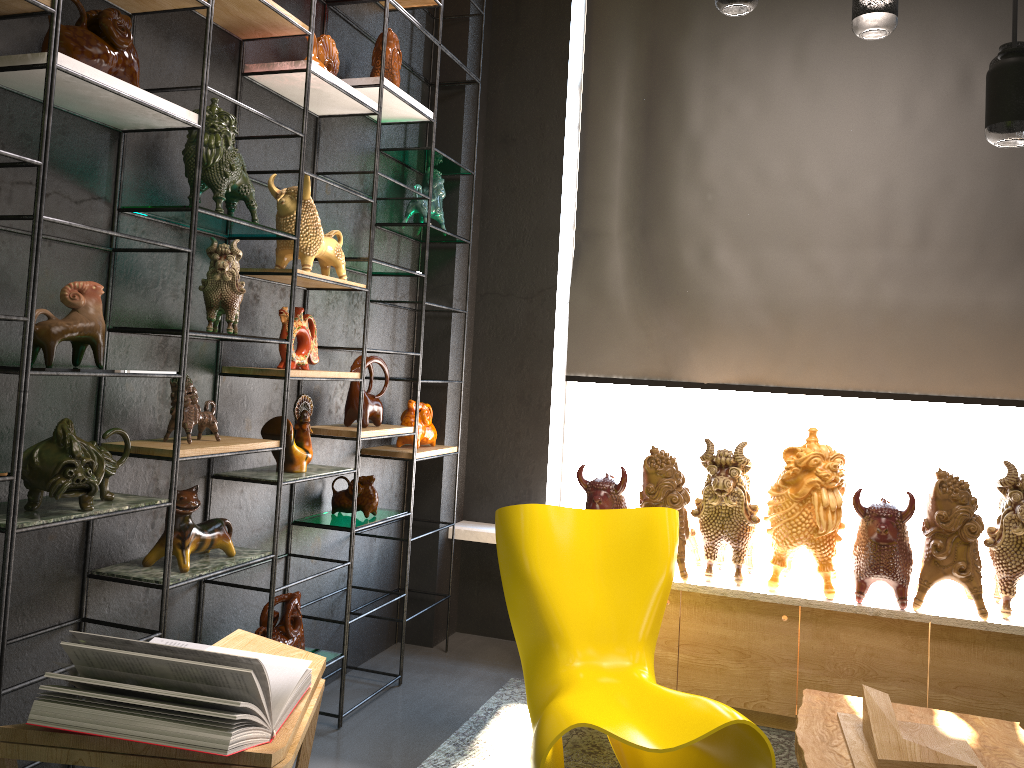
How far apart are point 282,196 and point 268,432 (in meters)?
0.79

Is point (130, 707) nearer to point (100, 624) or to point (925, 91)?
point (100, 624)

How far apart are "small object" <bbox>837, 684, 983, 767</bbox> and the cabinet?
0.6m

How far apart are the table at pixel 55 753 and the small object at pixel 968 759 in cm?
149

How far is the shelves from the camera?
1.90m

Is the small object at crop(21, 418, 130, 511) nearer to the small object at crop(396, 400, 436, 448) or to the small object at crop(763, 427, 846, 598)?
the small object at crop(396, 400, 436, 448)

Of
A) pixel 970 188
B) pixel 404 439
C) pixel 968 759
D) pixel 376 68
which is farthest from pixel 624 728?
pixel 970 188

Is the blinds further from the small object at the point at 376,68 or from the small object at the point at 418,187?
the small object at the point at 376,68

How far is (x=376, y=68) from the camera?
3.46m

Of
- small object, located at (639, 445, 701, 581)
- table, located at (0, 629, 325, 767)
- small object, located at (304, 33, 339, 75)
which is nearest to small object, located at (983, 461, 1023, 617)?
small object, located at (639, 445, 701, 581)
